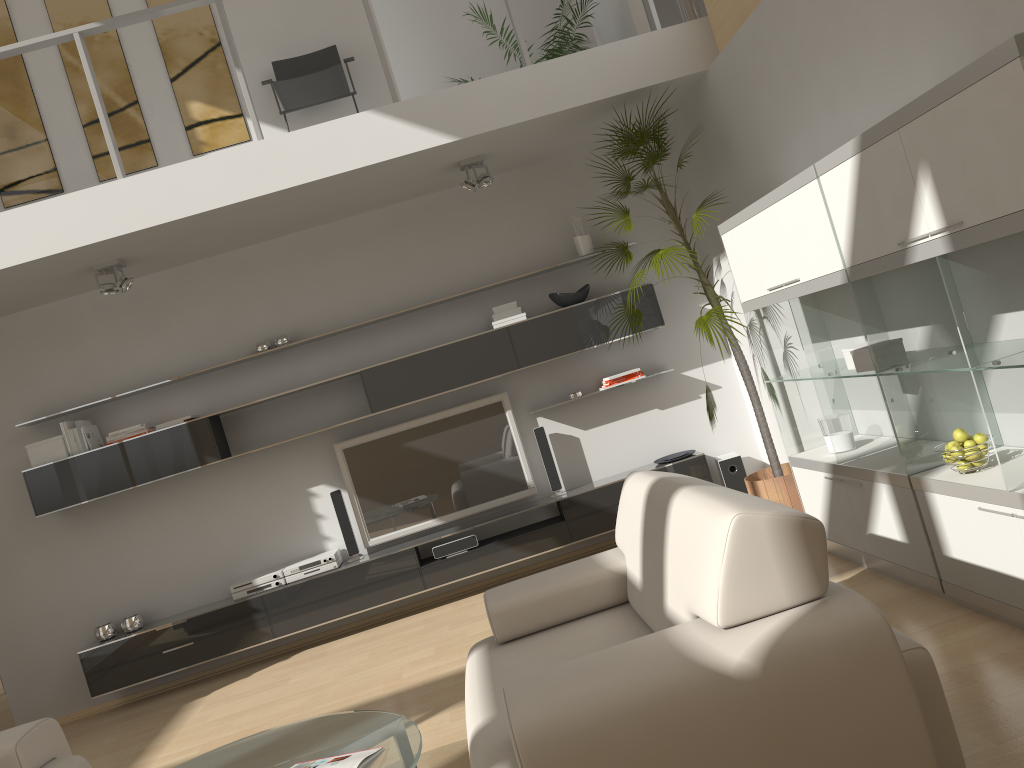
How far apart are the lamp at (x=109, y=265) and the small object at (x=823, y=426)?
4.05m

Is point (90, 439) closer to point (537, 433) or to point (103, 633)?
point (103, 633)

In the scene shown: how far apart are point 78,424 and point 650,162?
3.9 meters

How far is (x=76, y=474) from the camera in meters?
5.6

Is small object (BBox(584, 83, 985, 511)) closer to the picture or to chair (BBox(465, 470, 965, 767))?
chair (BBox(465, 470, 965, 767))

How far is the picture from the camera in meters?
5.9 m

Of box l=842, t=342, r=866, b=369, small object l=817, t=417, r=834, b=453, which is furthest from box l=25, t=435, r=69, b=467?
box l=842, t=342, r=866, b=369

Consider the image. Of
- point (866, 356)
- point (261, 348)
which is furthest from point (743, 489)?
point (261, 348)

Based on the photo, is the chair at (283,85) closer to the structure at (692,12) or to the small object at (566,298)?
the small object at (566,298)

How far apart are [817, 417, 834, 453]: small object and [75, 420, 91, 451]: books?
4.5 meters
